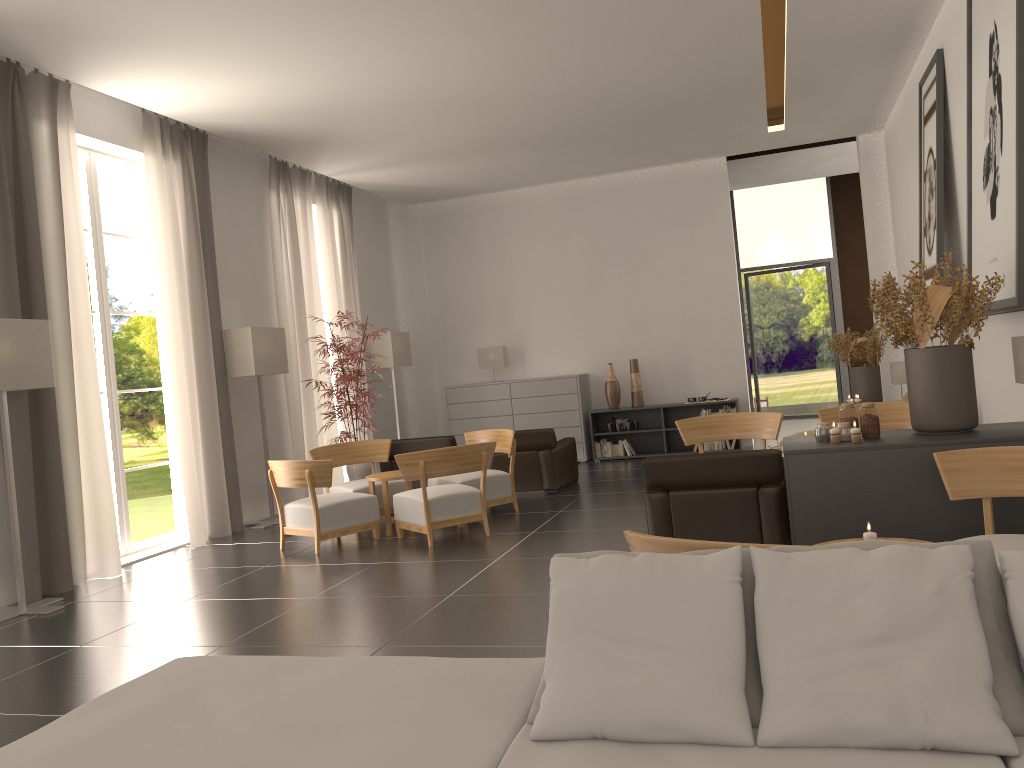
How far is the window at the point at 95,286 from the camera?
12.3 meters

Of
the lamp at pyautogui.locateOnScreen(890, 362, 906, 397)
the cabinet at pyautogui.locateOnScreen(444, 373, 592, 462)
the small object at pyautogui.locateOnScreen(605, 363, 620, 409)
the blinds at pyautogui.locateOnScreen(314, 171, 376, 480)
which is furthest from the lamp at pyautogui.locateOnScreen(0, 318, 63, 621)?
the lamp at pyautogui.locateOnScreen(890, 362, 906, 397)

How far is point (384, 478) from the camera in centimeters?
1227cm

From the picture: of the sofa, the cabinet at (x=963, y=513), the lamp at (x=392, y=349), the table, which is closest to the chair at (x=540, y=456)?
the table

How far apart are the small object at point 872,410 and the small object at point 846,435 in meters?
0.1 m

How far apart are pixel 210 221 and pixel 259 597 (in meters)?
7.01

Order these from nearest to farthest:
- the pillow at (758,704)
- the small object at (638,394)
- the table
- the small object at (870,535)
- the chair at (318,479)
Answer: the pillow at (758,704), the small object at (870,535), the chair at (318,479), the table, the small object at (638,394)

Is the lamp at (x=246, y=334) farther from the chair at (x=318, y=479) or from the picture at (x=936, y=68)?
the picture at (x=936, y=68)

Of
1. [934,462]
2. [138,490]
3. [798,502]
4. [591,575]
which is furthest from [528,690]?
[138,490]

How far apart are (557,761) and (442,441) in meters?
12.3
